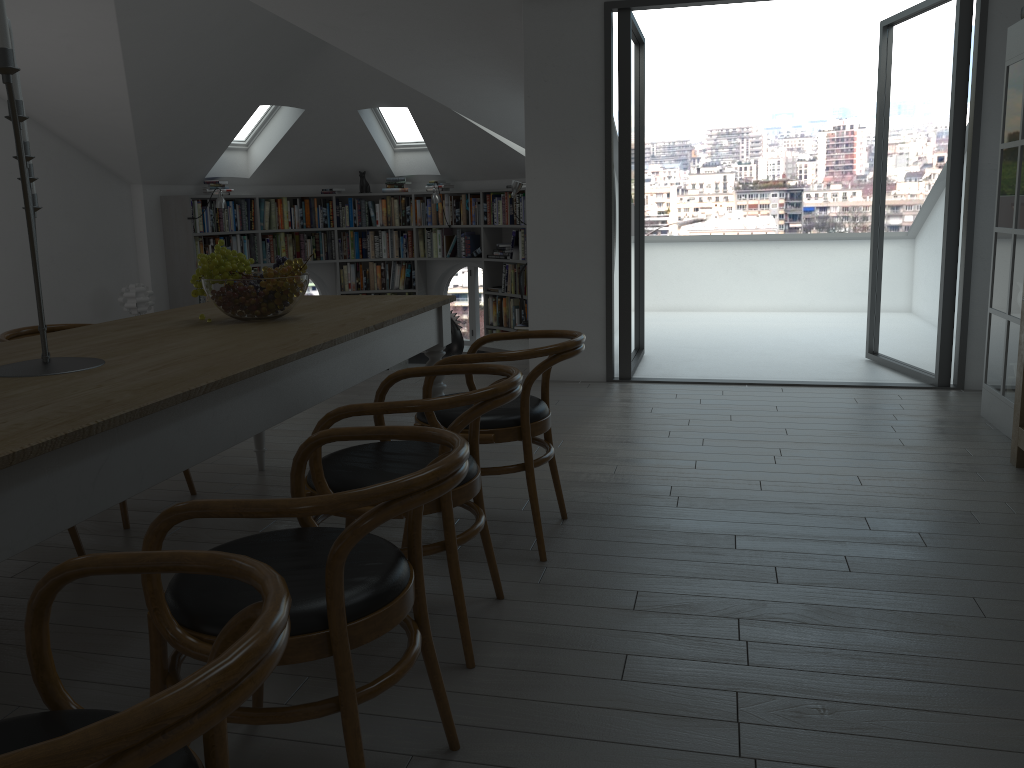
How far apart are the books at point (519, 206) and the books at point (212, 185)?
0.6m

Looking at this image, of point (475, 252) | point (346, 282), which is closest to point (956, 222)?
point (475, 252)

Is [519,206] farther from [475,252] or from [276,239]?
[276,239]

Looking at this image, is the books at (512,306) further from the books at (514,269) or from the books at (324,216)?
the books at (324,216)

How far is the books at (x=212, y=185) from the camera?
9.6m

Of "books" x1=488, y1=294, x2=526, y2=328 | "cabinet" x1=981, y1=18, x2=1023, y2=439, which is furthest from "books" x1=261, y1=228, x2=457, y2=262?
"cabinet" x1=981, y1=18, x2=1023, y2=439

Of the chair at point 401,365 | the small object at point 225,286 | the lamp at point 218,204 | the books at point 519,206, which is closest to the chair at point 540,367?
the small object at point 225,286

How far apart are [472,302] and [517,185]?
2.4m

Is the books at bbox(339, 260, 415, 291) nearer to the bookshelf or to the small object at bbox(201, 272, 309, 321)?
the bookshelf

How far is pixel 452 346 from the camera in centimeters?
700cm
